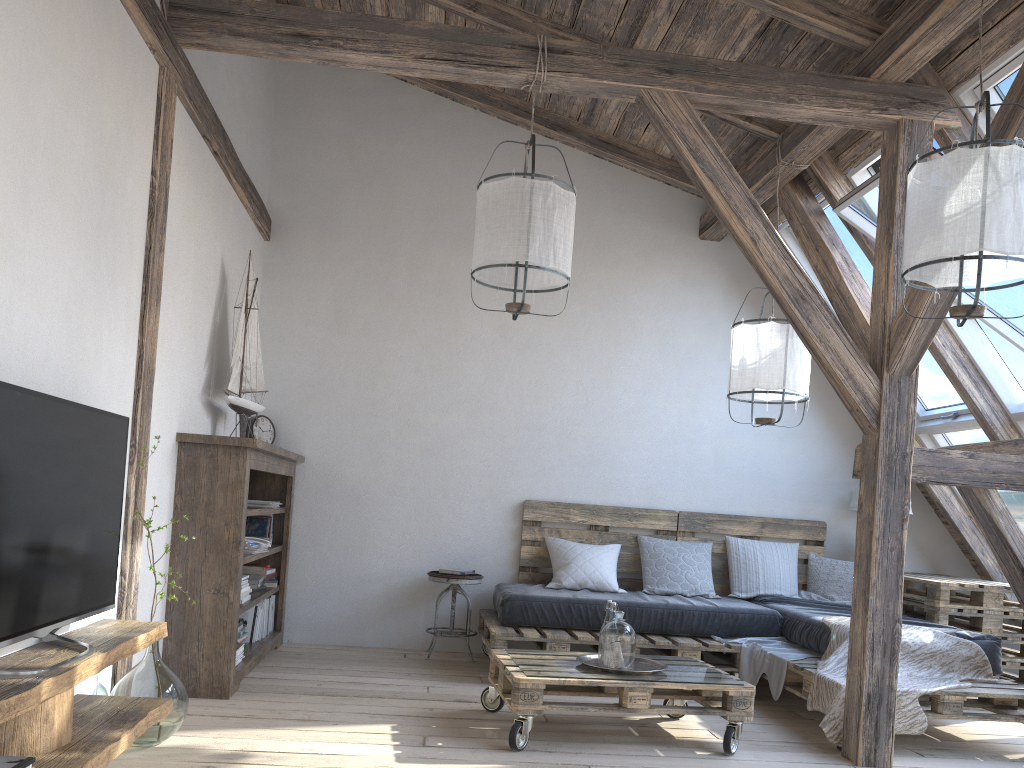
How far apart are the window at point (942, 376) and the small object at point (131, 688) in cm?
409

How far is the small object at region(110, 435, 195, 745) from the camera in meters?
3.0 m

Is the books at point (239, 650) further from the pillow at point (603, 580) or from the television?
the pillow at point (603, 580)

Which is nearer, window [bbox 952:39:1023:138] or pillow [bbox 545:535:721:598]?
window [bbox 952:39:1023:138]

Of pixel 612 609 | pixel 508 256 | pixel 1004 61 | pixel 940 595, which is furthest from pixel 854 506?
pixel 508 256

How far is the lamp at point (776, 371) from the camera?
4.3 meters

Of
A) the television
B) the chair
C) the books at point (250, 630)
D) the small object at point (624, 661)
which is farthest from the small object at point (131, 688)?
the chair

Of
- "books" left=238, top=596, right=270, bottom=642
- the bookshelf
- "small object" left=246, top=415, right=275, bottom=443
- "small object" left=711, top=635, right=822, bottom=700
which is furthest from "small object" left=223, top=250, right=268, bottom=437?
"small object" left=711, top=635, right=822, bottom=700

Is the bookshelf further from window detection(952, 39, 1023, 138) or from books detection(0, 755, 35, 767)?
window detection(952, 39, 1023, 138)

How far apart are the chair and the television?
2.54m
